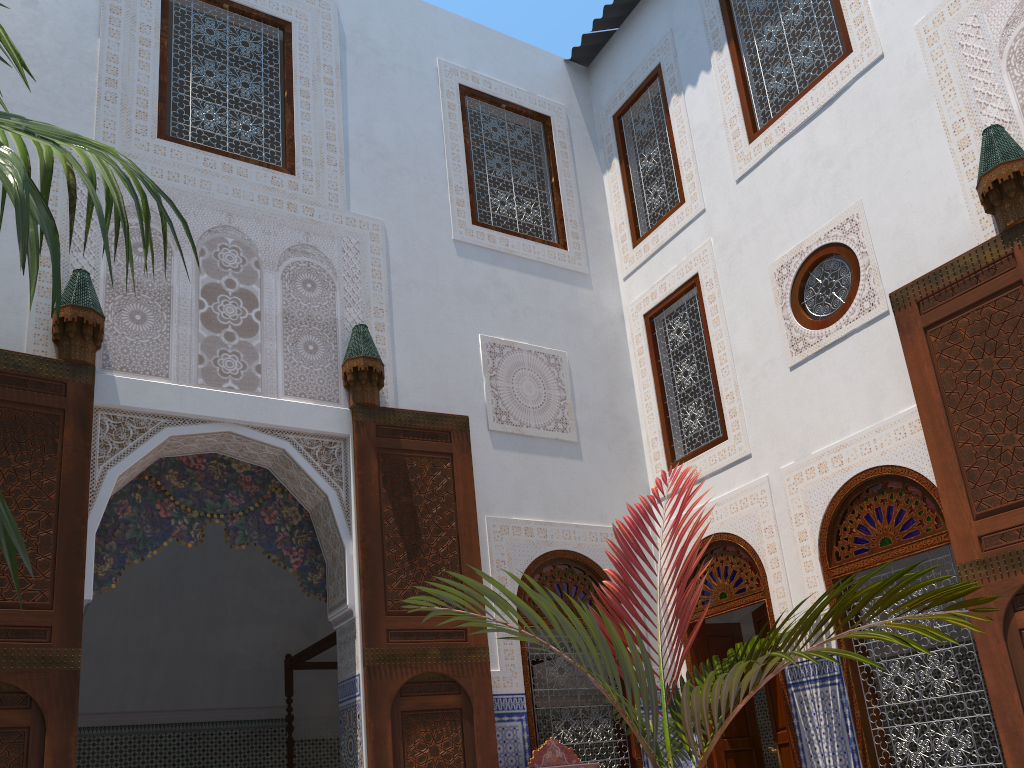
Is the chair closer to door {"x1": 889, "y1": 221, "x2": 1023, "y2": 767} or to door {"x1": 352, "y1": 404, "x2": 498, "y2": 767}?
door {"x1": 352, "y1": 404, "x2": 498, "y2": 767}

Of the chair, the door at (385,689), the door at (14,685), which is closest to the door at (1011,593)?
the chair

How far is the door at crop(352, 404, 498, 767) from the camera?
3.5 meters

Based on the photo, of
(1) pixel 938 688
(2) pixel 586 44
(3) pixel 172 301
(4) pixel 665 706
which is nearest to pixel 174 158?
(3) pixel 172 301

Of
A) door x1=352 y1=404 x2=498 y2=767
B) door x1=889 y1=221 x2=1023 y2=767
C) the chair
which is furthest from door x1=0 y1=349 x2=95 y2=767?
door x1=889 y1=221 x2=1023 y2=767

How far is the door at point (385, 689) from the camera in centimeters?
355cm

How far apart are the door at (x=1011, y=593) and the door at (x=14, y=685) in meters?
3.1 m

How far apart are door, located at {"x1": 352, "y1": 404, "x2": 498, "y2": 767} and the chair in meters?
0.2 m

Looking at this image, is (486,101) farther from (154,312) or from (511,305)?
(154,312)

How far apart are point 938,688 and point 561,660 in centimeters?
163cm
